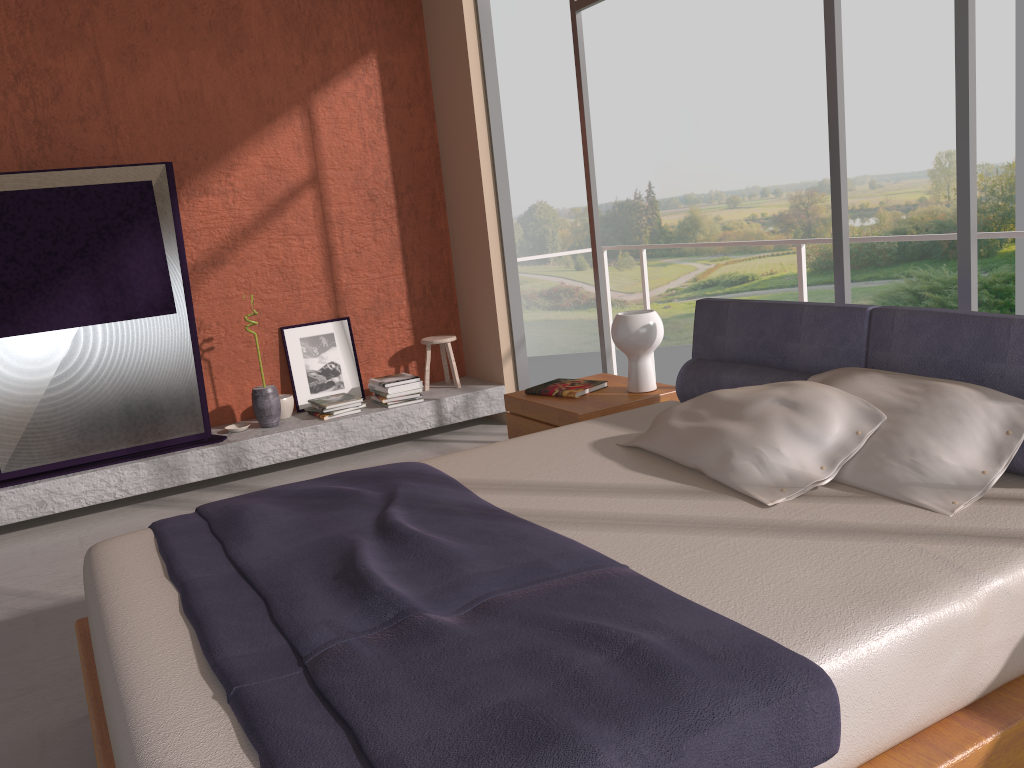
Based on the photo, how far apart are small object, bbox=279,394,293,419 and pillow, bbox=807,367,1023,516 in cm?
356

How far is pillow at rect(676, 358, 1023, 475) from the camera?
3.0m

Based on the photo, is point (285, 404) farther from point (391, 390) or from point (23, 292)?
point (23, 292)

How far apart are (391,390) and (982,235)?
3.3 meters

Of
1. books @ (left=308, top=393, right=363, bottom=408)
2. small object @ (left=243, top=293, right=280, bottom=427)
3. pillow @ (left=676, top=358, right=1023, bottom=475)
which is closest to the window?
pillow @ (left=676, top=358, right=1023, bottom=475)

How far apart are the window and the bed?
0.41m

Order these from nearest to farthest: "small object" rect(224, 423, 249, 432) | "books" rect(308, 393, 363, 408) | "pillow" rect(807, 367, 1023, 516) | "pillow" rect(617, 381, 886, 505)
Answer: "pillow" rect(807, 367, 1023, 516)
"pillow" rect(617, 381, 886, 505)
"small object" rect(224, 423, 249, 432)
"books" rect(308, 393, 363, 408)

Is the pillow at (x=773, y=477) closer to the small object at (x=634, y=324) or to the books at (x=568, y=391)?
the small object at (x=634, y=324)

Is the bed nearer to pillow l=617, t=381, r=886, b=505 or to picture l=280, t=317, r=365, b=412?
pillow l=617, t=381, r=886, b=505

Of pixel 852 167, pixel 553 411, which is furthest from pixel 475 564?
pixel 852 167
